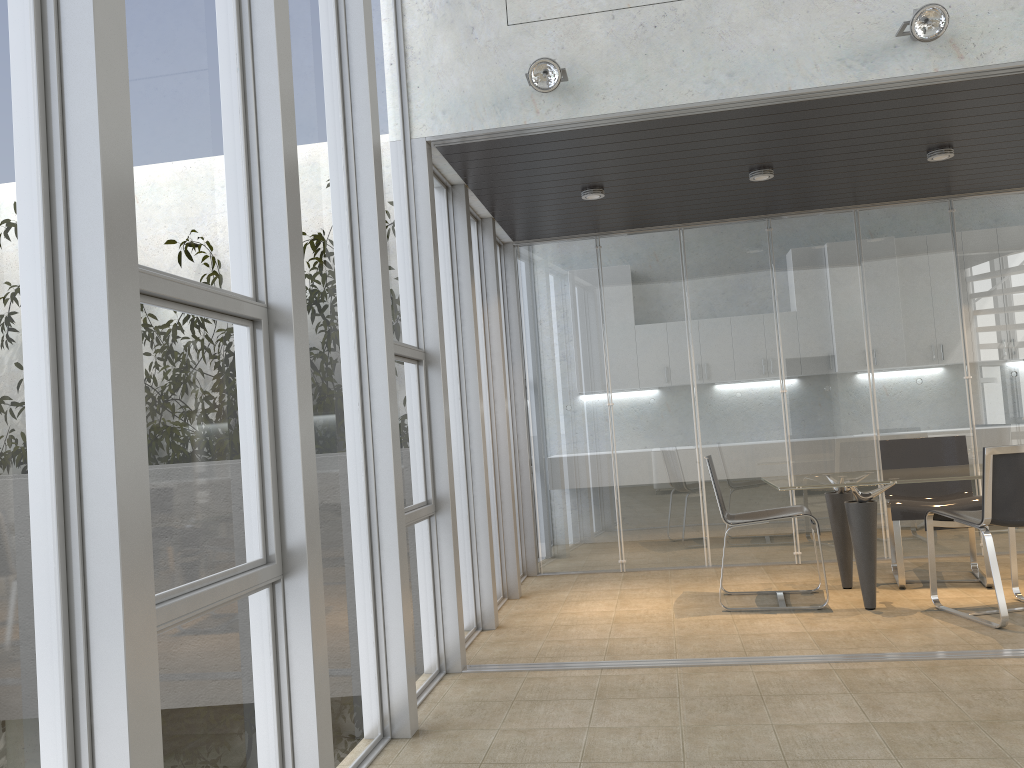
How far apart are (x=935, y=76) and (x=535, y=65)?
1.9m

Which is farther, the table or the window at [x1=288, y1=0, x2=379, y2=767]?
the table

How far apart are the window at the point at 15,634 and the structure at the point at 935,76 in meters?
2.9

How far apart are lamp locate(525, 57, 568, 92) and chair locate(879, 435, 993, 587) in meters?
3.4 m

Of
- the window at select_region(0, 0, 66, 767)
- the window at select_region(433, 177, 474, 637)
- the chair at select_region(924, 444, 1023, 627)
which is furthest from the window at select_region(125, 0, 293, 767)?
the chair at select_region(924, 444, 1023, 627)

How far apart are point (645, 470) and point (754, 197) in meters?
2.2 m

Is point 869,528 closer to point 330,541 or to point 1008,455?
point 1008,455

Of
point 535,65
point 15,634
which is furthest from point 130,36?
point 535,65

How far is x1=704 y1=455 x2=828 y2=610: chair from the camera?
5.3m

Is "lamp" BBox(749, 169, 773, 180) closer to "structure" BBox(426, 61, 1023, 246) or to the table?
"structure" BBox(426, 61, 1023, 246)
